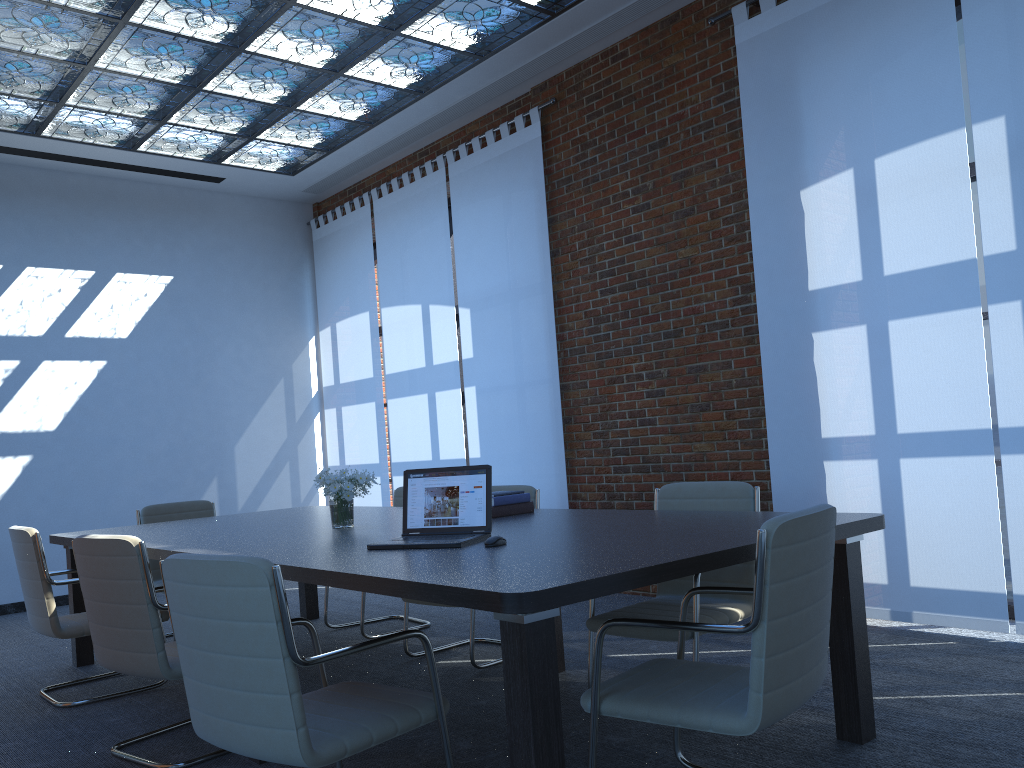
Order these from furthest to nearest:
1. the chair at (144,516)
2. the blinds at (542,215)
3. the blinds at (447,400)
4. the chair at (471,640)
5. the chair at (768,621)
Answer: the blinds at (447,400)
the blinds at (542,215)
the chair at (144,516)
the chair at (471,640)
the chair at (768,621)

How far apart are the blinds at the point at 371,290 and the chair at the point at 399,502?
2.62m

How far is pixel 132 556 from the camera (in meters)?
3.34

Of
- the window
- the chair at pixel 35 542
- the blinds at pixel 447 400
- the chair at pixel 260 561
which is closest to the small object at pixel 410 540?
the chair at pixel 260 561

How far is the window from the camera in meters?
4.9

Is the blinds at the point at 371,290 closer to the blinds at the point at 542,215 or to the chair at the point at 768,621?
the blinds at the point at 542,215

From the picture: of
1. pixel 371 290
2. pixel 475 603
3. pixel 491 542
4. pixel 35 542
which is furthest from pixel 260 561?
pixel 371 290

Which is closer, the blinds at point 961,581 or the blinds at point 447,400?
the blinds at point 961,581

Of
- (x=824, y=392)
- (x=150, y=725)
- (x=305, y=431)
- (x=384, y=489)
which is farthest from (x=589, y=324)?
(x=305, y=431)

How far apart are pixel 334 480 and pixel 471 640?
1.10m
